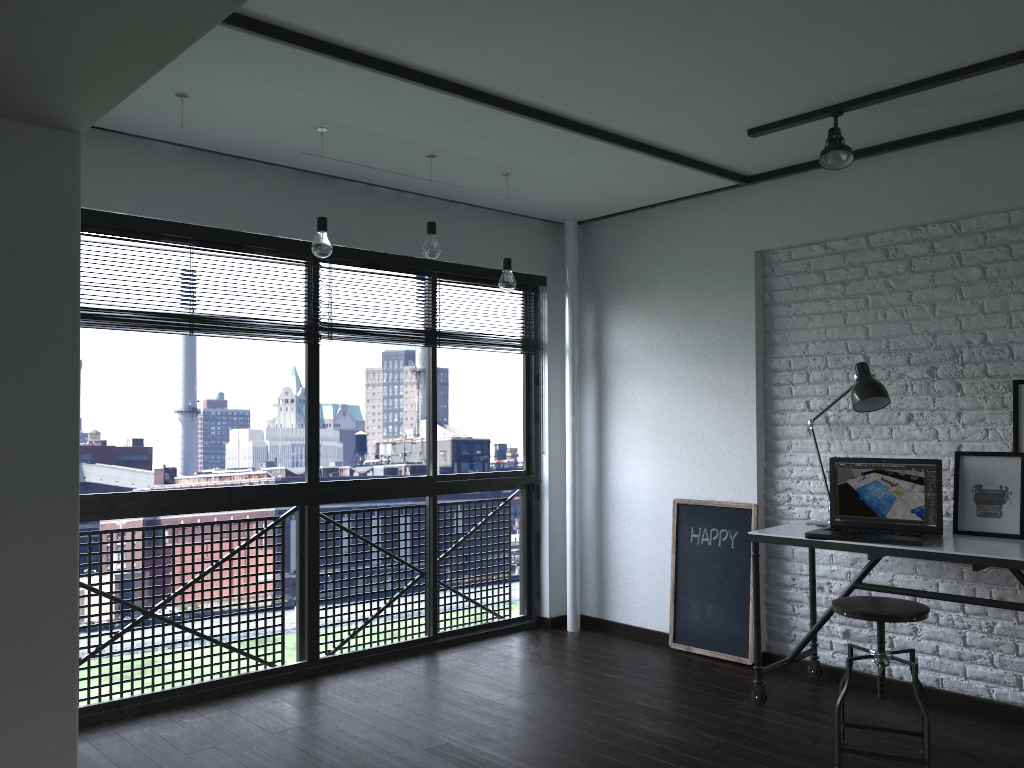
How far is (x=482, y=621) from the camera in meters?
5.1

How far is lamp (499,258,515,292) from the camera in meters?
4.1

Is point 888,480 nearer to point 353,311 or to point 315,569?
point 315,569

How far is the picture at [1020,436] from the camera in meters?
3.4 m

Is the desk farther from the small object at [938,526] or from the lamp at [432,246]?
the lamp at [432,246]

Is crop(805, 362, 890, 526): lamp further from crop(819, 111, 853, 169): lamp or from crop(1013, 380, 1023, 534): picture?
crop(819, 111, 853, 169): lamp

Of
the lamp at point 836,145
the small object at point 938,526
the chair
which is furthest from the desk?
the lamp at point 836,145

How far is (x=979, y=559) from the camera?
3.1m

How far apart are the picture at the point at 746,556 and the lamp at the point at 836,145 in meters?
1.7 m

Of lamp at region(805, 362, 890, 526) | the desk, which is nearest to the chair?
the desk
